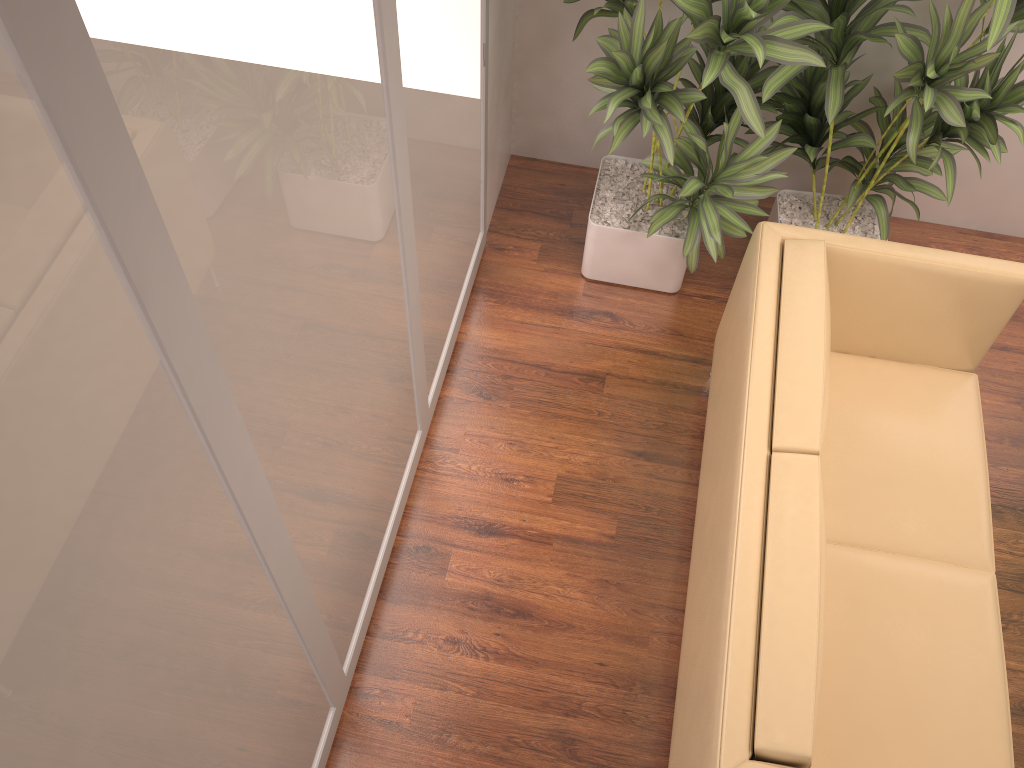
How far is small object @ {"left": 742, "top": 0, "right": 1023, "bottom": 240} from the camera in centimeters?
262cm

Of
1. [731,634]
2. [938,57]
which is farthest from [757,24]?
[731,634]

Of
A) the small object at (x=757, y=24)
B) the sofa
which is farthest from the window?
the sofa

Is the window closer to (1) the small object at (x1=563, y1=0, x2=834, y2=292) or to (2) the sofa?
(1) the small object at (x1=563, y1=0, x2=834, y2=292)

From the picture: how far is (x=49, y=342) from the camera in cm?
96

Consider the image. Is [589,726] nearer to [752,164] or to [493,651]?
[493,651]

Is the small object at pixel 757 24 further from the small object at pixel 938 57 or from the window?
the window

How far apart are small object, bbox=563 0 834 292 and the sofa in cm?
22

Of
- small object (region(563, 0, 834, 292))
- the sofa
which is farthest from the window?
the sofa

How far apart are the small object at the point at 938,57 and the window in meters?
1.0 m
